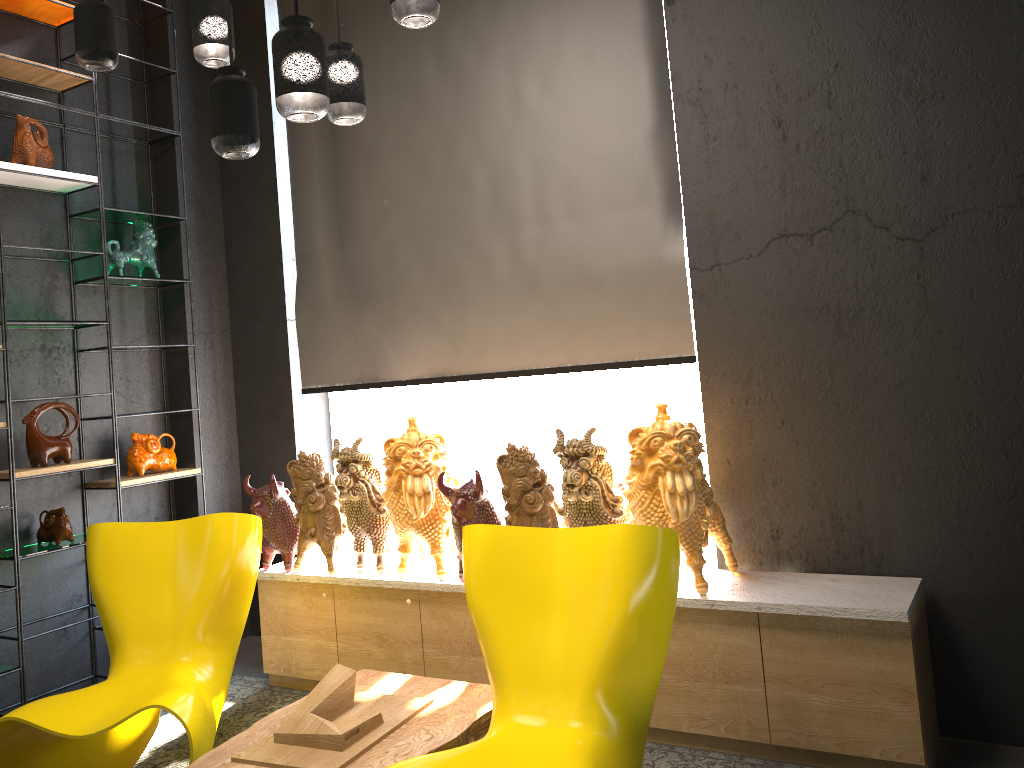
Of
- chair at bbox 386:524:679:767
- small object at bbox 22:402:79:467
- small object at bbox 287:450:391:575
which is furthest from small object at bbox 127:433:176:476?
chair at bbox 386:524:679:767

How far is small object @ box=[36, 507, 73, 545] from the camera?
4.0 meters

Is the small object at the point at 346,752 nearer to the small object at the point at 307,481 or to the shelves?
the small object at the point at 307,481

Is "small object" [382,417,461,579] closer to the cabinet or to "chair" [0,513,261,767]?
the cabinet

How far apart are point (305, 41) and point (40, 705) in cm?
222

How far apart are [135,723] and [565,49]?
3.2m

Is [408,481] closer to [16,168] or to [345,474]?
[345,474]

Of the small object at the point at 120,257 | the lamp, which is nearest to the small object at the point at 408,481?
the lamp

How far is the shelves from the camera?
3.9 meters

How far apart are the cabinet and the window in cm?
72
